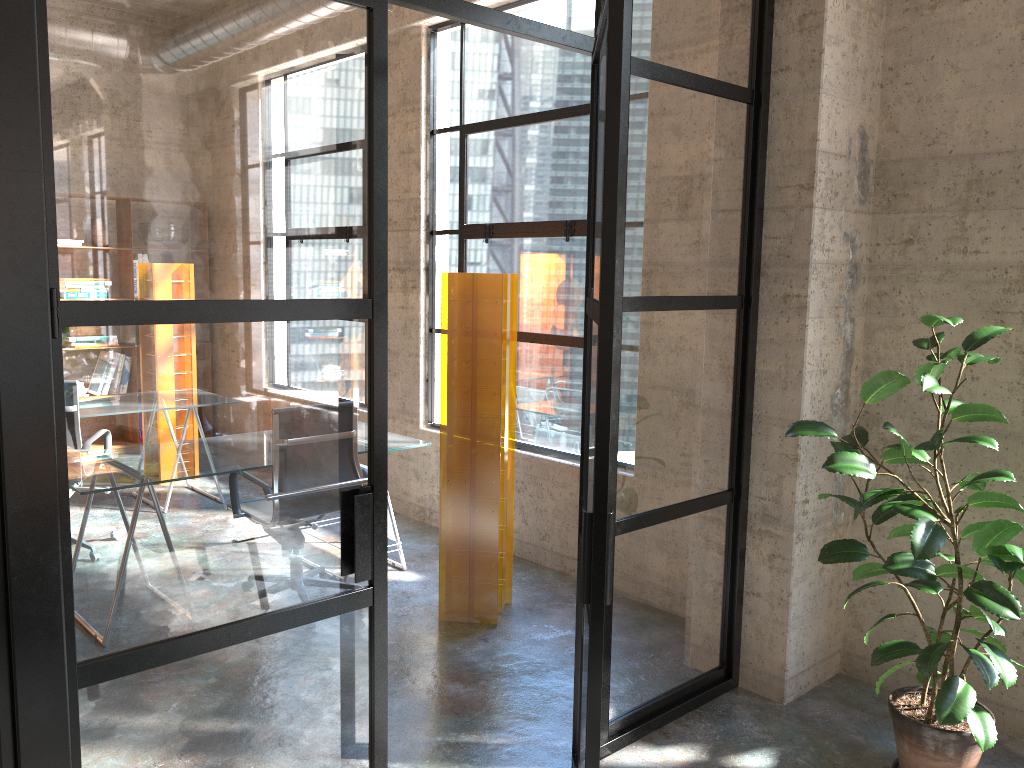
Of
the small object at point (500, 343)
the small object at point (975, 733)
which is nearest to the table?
the small object at point (500, 343)

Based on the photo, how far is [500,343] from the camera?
A: 4.0 meters

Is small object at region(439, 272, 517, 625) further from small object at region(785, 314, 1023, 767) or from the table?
small object at region(785, 314, 1023, 767)

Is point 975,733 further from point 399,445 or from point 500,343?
point 399,445

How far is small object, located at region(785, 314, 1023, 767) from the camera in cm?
268

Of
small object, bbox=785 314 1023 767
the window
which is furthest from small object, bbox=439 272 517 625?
small object, bbox=785 314 1023 767

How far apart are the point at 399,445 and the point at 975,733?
3.0 meters

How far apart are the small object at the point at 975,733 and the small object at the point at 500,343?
1.4 meters

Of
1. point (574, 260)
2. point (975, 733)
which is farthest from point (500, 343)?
point (975, 733)

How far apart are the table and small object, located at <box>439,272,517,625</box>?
0.6m
